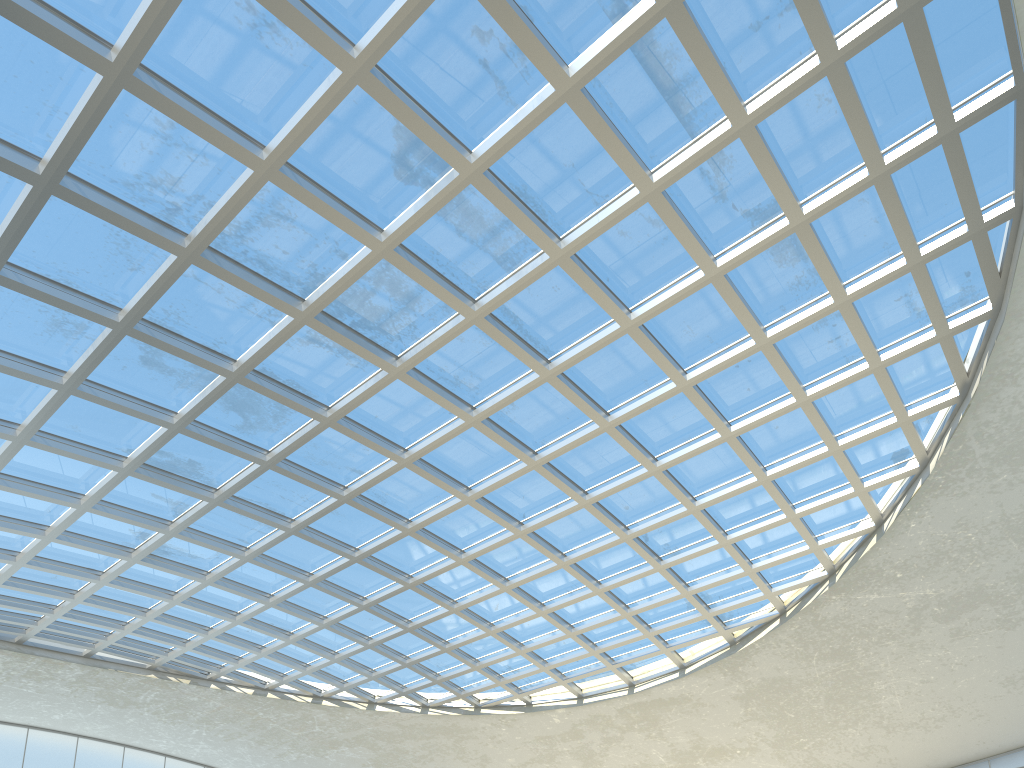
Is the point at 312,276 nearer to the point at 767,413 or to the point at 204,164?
the point at 204,164
